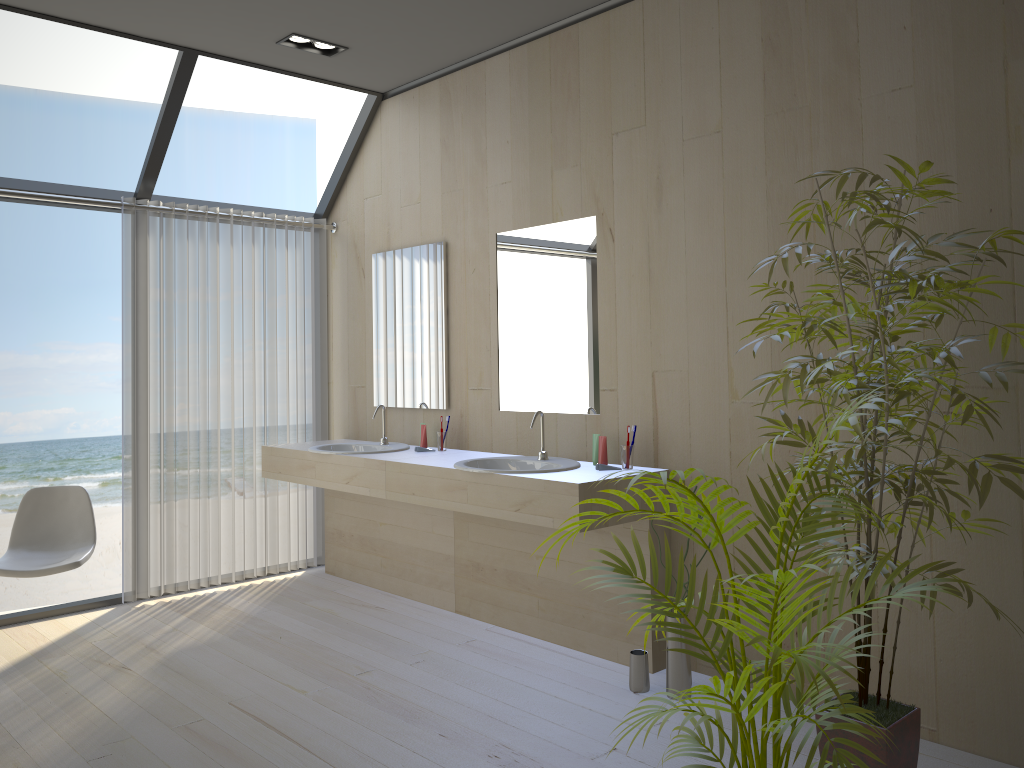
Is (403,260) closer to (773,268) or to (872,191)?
(773,268)

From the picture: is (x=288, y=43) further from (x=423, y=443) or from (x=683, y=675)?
(x=683, y=675)

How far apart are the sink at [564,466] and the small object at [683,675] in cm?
76

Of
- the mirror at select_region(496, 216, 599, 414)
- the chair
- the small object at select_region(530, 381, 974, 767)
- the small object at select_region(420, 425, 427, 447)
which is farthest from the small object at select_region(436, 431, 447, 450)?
the small object at select_region(530, 381, 974, 767)

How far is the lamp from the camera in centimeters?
417cm

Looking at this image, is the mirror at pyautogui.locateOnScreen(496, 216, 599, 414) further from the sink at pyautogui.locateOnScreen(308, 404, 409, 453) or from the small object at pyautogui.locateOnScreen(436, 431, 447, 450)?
the sink at pyautogui.locateOnScreen(308, 404, 409, 453)

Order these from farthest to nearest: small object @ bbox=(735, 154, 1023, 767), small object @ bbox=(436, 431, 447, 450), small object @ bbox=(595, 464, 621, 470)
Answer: small object @ bbox=(436, 431, 447, 450) → small object @ bbox=(595, 464, 621, 470) → small object @ bbox=(735, 154, 1023, 767)

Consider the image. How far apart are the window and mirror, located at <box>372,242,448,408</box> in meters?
0.6

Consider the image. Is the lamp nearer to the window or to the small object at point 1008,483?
the window

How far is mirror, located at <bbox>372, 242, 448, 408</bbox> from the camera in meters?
4.6
